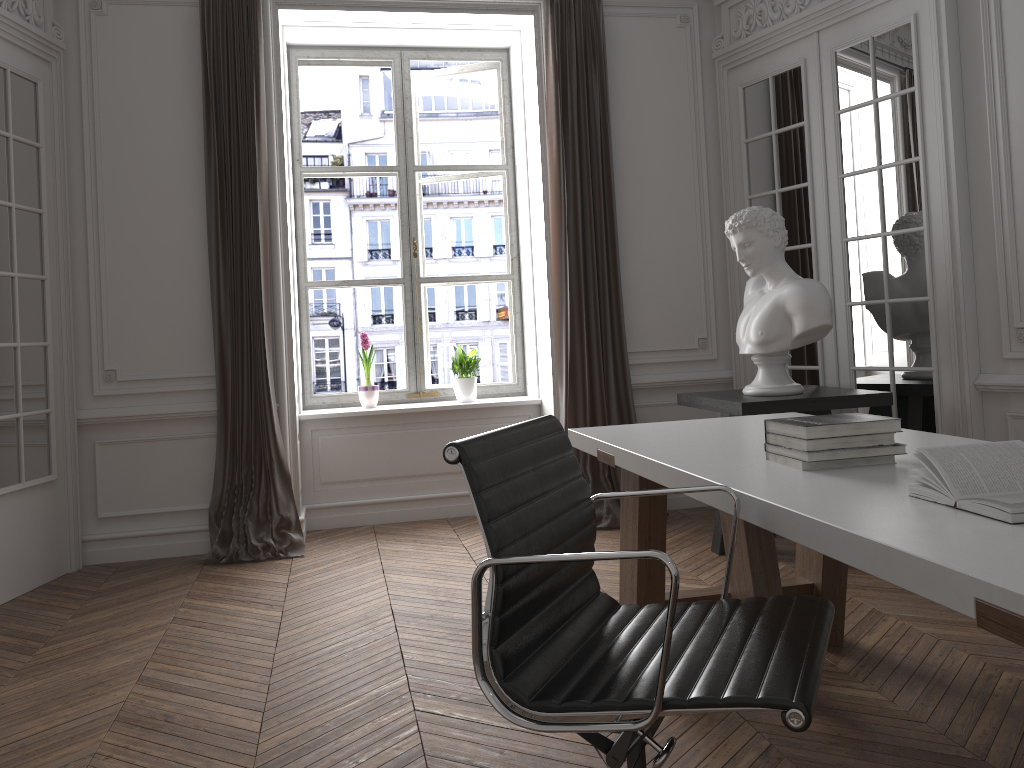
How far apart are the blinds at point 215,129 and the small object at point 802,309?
2.4m

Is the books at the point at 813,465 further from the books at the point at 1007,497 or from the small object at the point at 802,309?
the small object at the point at 802,309

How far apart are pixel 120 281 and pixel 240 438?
1.1m

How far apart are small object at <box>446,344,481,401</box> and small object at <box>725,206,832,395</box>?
1.82m

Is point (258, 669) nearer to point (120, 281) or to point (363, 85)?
point (120, 281)

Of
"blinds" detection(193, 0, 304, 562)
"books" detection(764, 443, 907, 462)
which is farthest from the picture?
"books" detection(764, 443, 907, 462)

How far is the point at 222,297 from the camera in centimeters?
475cm

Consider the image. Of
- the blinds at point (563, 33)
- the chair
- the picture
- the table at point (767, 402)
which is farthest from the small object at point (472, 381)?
the chair

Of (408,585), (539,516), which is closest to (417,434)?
(408,585)

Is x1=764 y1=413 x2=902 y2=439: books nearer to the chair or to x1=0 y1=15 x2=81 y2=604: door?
the chair
